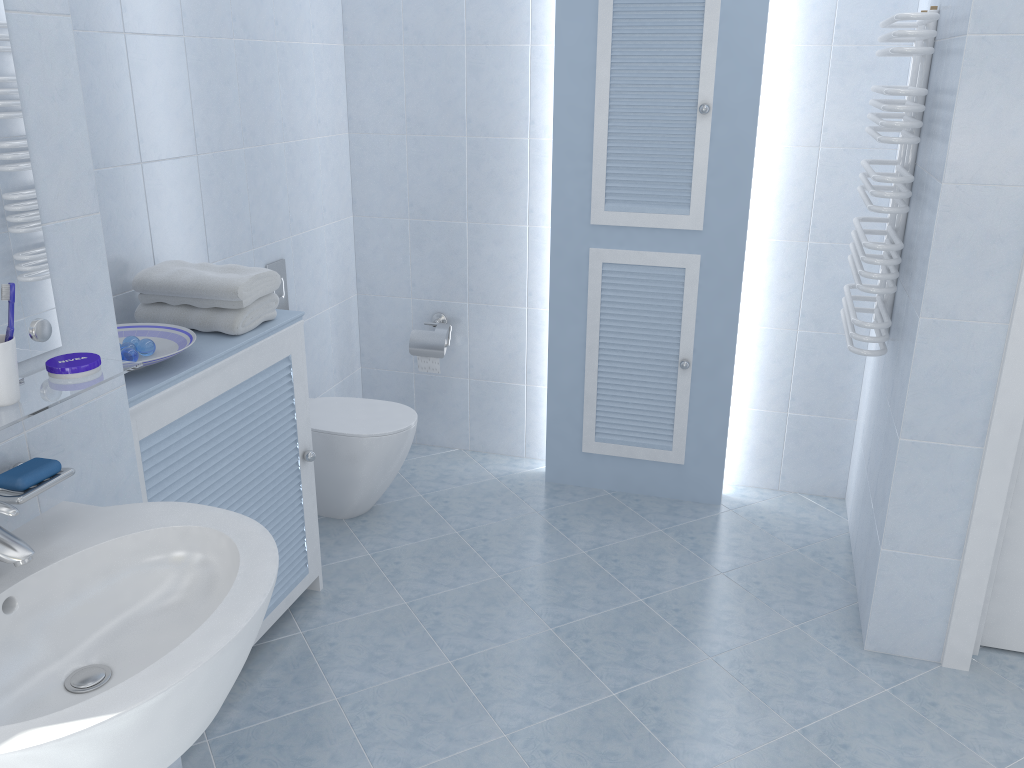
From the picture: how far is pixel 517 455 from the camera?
3.84m

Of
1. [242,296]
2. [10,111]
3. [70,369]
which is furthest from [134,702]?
[242,296]

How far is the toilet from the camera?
3.1m

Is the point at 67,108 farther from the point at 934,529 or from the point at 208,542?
the point at 934,529

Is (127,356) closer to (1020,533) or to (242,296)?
(242,296)

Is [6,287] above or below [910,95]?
below

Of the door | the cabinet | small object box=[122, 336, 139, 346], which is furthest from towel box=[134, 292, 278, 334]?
the door

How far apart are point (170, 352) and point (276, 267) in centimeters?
109cm

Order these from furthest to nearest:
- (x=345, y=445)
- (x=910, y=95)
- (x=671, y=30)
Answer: (x=345, y=445)
(x=671, y=30)
(x=910, y=95)

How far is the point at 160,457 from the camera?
2.01m
